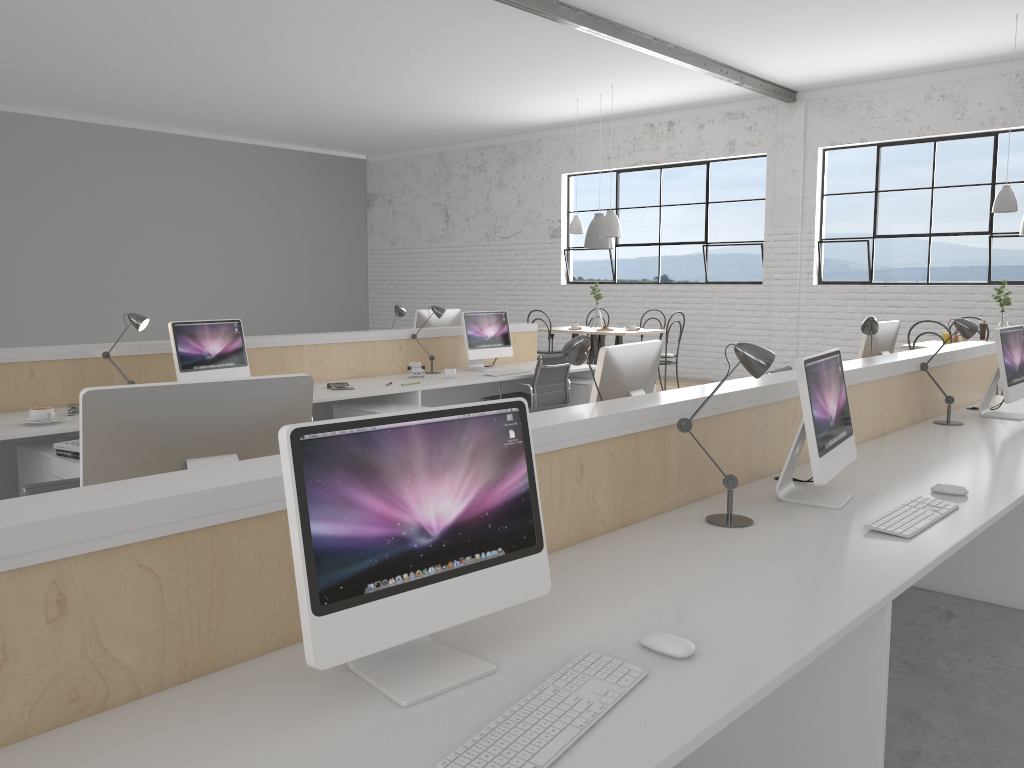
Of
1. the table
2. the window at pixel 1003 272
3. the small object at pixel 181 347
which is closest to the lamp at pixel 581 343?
the small object at pixel 181 347

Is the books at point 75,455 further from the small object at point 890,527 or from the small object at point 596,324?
the small object at point 596,324

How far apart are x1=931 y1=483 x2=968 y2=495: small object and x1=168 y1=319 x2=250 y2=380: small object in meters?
3.1

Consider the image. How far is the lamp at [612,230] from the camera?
7.1 meters

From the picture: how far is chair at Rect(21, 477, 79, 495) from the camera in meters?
1.8 m

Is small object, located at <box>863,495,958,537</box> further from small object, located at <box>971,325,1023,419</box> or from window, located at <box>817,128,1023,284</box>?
window, located at <box>817,128,1023,284</box>

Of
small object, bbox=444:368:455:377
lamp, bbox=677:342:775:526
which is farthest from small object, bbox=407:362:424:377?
lamp, bbox=677:342:775:526

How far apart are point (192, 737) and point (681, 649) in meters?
0.7 m

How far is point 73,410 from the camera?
3.6 meters

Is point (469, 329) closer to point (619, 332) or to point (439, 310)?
point (439, 310)
